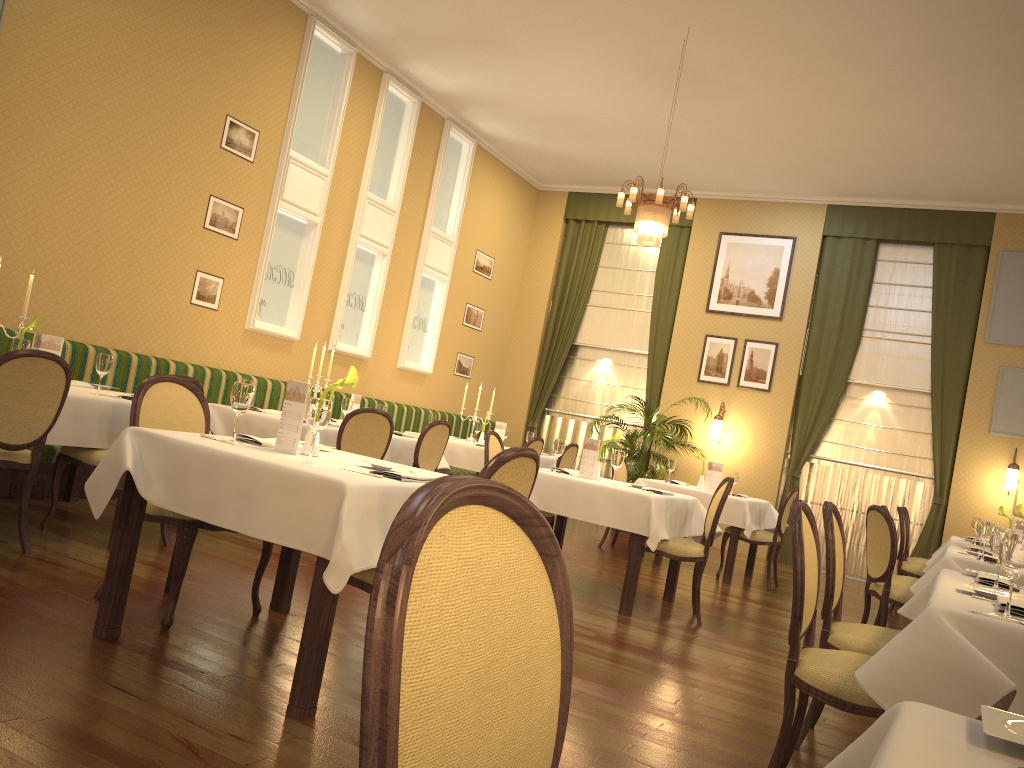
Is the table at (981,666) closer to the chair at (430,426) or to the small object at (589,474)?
the small object at (589,474)

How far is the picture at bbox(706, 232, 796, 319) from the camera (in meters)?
11.03

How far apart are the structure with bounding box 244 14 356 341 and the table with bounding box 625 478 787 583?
3.58m

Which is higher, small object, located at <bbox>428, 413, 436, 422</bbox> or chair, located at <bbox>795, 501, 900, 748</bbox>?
small object, located at <bbox>428, 413, 436, 422</bbox>

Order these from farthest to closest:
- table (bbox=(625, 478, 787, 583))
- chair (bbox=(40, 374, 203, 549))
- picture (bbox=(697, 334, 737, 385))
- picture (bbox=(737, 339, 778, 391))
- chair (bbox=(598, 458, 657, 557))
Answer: picture (bbox=(697, 334, 737, 385)) < picture (bbox=(737, 339, 778, 391)) < chair (bbox=(598, 458, 657, 557)) < table (bbox=(625, 478, 787, 583)) < chair (bbox=(40, 374, 203, 549))

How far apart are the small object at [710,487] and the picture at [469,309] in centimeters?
430cm

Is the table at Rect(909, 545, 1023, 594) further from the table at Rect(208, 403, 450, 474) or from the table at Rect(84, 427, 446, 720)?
the table at Rect(208, 403, 450, 474)

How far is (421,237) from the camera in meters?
10.4

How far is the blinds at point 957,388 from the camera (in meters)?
10.02

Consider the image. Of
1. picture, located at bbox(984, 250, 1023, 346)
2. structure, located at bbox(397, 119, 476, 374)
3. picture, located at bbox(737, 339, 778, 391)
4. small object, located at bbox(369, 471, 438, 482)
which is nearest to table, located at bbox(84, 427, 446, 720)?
small object, located at bbox(369, 471, 438, 482)
